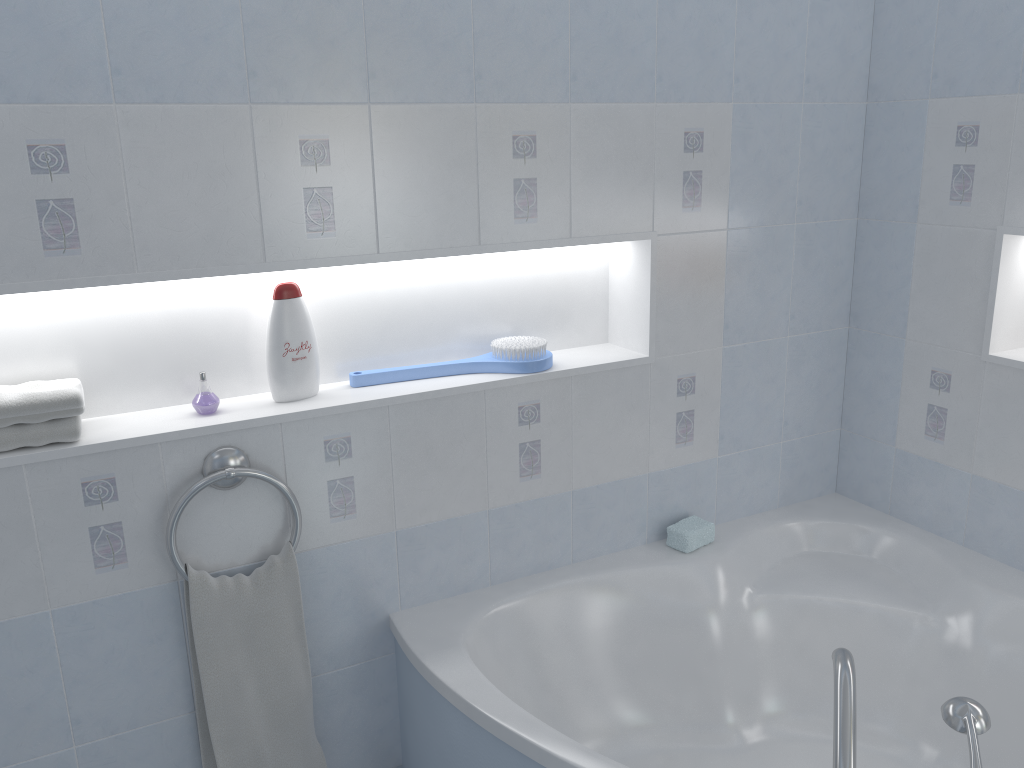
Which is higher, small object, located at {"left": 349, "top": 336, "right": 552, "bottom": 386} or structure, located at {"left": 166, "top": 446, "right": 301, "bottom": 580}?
small object, located at {"left": 349, "top": 336, "right": 552, "bottom": 386}

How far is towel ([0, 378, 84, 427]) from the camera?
1.74m

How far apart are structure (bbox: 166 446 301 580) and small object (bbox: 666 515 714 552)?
1.07m

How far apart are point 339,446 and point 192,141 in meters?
0.7 m

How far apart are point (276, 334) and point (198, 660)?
0.74m

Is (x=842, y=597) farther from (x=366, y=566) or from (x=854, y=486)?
(x=366, y=566)

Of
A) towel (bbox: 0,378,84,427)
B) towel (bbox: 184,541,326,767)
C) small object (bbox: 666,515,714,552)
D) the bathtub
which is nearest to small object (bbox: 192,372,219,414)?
towel (bbox: 0,378,84,427)

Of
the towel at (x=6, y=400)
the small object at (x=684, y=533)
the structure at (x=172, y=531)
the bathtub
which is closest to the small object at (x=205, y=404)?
the structure at (x=172, y=531)

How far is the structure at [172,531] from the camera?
1.9m

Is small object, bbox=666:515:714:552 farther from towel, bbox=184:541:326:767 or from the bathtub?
towel, bbox=184:541:326:767
